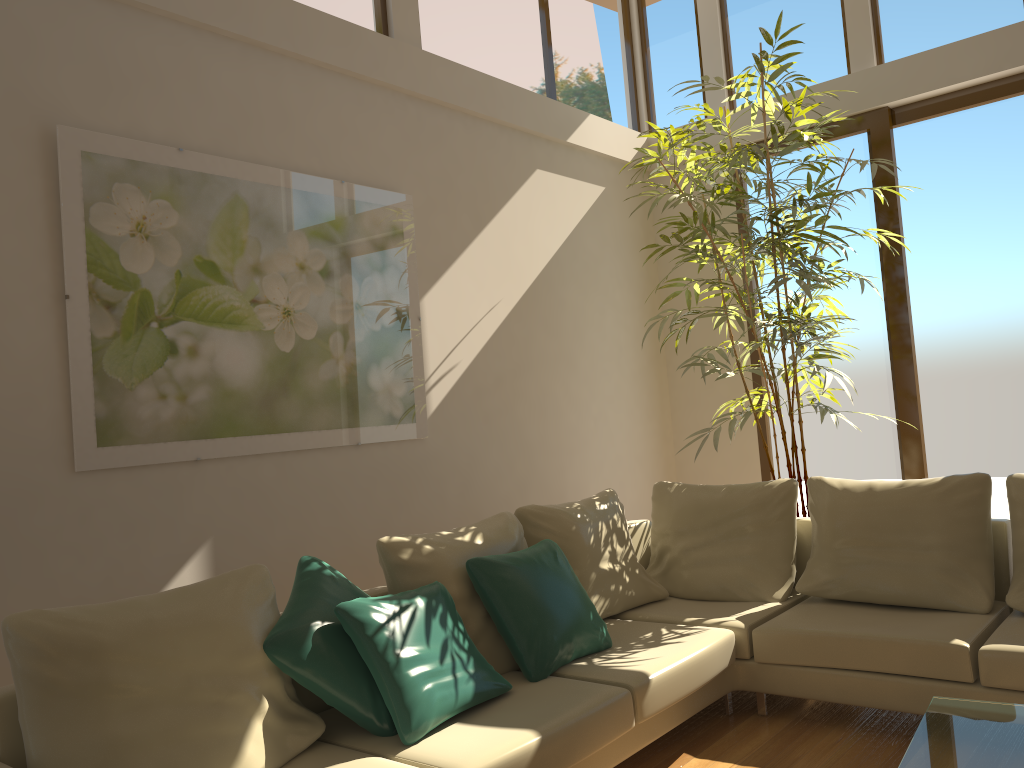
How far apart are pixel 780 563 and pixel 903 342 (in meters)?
2.13

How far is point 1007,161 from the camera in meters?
5.3

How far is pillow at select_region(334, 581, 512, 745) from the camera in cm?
270

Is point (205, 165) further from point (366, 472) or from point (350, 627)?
point (350, 627)

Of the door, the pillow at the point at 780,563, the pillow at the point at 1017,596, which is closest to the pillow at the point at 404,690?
the pillow at the point at 780,563

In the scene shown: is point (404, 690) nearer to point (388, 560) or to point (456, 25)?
point (388, 560)

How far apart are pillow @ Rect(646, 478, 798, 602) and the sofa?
0.0m

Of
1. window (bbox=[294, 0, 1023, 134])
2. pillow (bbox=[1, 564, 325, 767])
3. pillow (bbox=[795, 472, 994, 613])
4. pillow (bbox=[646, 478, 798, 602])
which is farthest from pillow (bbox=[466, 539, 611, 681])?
window (bbox=[294, 0, 1023, 134])

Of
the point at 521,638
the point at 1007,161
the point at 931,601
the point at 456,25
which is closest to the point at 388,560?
the point at 521,638

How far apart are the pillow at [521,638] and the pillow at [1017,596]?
1.6 meters
